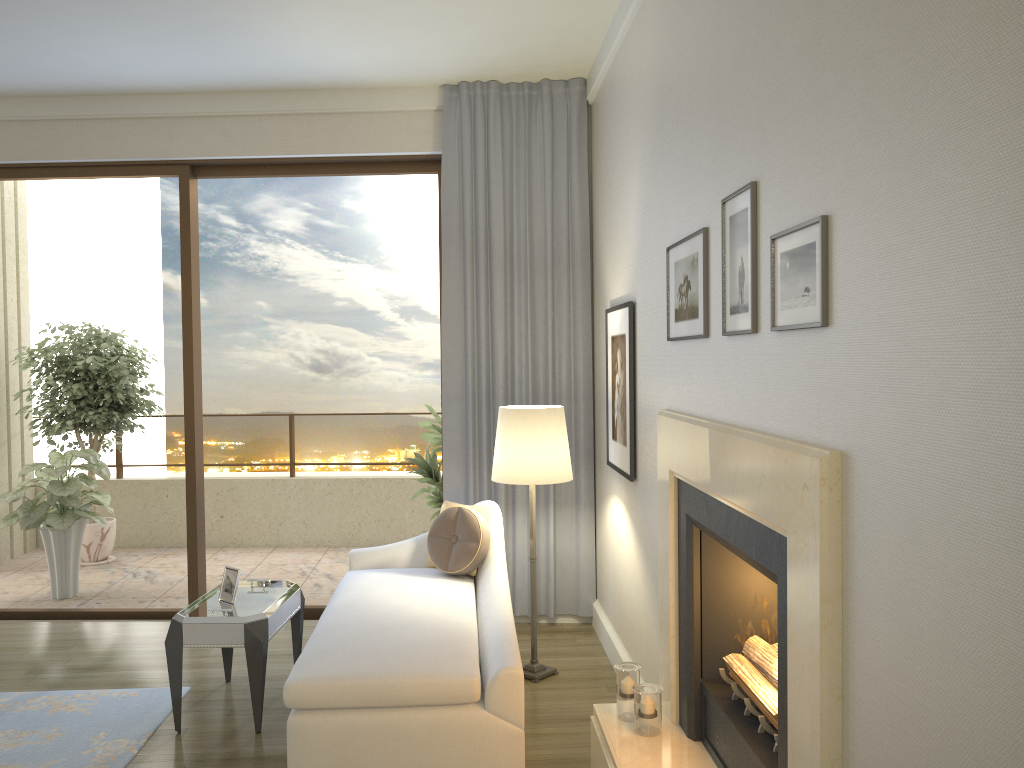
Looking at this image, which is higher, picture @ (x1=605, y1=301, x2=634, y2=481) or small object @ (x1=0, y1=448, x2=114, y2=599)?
picture @ (x1=605, y1=301, x2=634, y2=481)

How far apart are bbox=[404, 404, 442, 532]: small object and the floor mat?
2.1 meters

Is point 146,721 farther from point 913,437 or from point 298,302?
point 298,302

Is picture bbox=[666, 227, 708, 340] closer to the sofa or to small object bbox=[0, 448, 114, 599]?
the sofa

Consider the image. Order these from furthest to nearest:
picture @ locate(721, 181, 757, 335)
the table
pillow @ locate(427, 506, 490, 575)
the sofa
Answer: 1. pillow @ locate(427, 506, 490, 575)
2. the table
3. the sofa
4. picture @ locate(721, 181, 757, 335)

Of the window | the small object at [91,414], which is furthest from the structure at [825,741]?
the small object at [91,414]

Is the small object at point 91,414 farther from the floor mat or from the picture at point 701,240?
the picture at point 701,240

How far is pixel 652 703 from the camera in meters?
3.0

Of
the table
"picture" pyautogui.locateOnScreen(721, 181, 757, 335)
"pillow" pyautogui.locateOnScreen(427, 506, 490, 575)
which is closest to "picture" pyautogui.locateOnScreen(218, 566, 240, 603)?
the table

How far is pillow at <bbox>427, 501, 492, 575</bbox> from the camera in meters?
4.4
